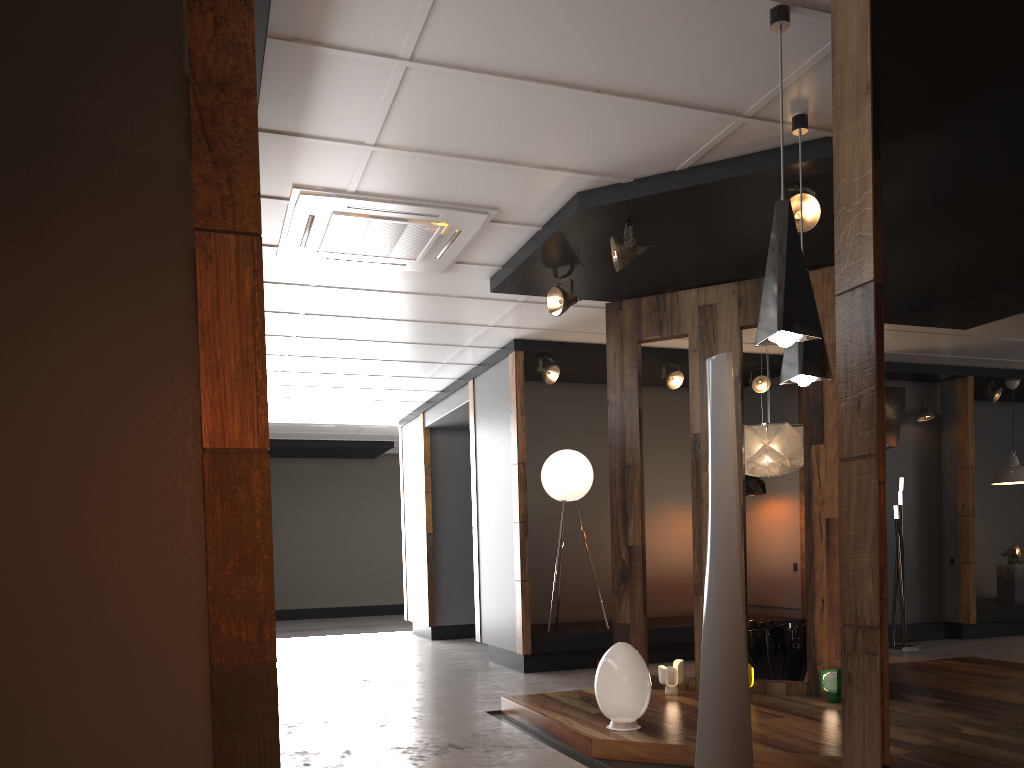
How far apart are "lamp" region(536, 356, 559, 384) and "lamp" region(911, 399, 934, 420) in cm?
436

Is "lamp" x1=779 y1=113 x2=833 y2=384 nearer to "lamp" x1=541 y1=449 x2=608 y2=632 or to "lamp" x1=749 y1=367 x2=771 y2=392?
"lamp" x1=541 y1=449 x2=608 y2=632

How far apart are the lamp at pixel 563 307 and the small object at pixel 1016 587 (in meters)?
7.27

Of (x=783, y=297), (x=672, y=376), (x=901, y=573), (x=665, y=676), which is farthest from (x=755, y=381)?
(x=783, y=297)

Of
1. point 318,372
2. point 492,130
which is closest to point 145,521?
point 492,130

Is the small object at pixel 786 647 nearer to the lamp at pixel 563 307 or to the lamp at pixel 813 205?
the lamp at pixel 563 307

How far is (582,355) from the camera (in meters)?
8.18

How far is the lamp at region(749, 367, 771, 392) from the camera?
8.8 meters

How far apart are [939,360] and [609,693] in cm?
652

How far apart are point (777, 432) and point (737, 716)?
3.2 meters
